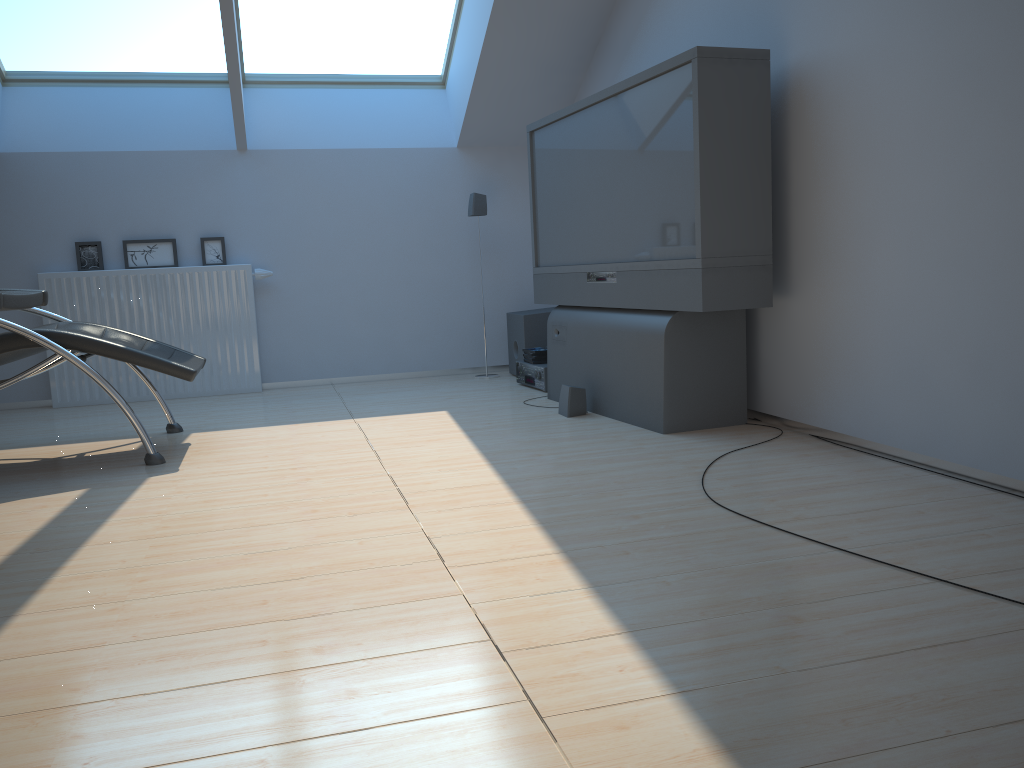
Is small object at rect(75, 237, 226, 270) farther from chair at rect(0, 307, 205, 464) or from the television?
the television

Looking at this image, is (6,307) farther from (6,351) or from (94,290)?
(94,290)

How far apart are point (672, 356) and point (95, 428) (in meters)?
2.88

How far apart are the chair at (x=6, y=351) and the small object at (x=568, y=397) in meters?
1.6

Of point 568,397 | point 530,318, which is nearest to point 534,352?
point 530,318

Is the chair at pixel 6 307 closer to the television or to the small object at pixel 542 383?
the television

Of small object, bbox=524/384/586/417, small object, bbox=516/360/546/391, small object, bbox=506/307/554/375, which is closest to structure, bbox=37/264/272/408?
small object, bbox=506/307/554/375

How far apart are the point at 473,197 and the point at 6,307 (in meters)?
3.39

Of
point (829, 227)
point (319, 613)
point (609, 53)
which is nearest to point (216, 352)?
point (609, 53)

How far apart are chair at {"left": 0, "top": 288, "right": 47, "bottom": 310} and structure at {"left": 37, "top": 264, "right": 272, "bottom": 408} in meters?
2.4 m
